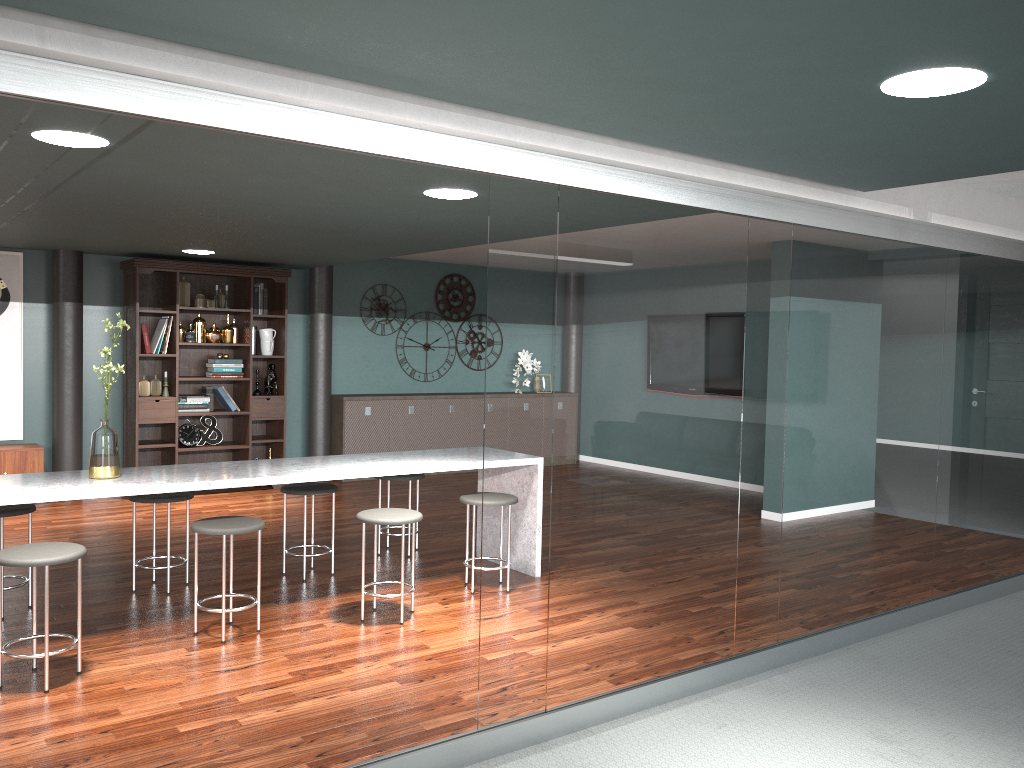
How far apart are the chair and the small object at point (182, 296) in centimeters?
325cm

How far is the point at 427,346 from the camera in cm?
945

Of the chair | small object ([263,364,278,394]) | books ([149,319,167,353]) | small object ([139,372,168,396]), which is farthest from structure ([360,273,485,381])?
the chair

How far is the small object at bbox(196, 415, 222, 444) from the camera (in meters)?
7.83

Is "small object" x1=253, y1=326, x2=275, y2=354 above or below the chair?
above

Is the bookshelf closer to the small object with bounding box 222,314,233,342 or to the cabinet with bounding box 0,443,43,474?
the small object with bounding box 222,314,233,342

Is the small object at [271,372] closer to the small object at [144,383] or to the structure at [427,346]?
the small object at [144,383]

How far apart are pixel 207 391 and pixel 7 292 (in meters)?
1.72

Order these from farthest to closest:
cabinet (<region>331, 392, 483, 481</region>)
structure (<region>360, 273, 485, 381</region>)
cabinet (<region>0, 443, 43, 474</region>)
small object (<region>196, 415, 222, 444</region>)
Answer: structure (<region>360, 273, 485, 381</region>), cabinet (<region>331, 392, 483, 481</region>), small object (<region>196, 415, 222, 444</region>), cabinet (<region>0, 443, 43, 474</region>)

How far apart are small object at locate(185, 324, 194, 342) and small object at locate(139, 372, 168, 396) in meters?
0.4 m
